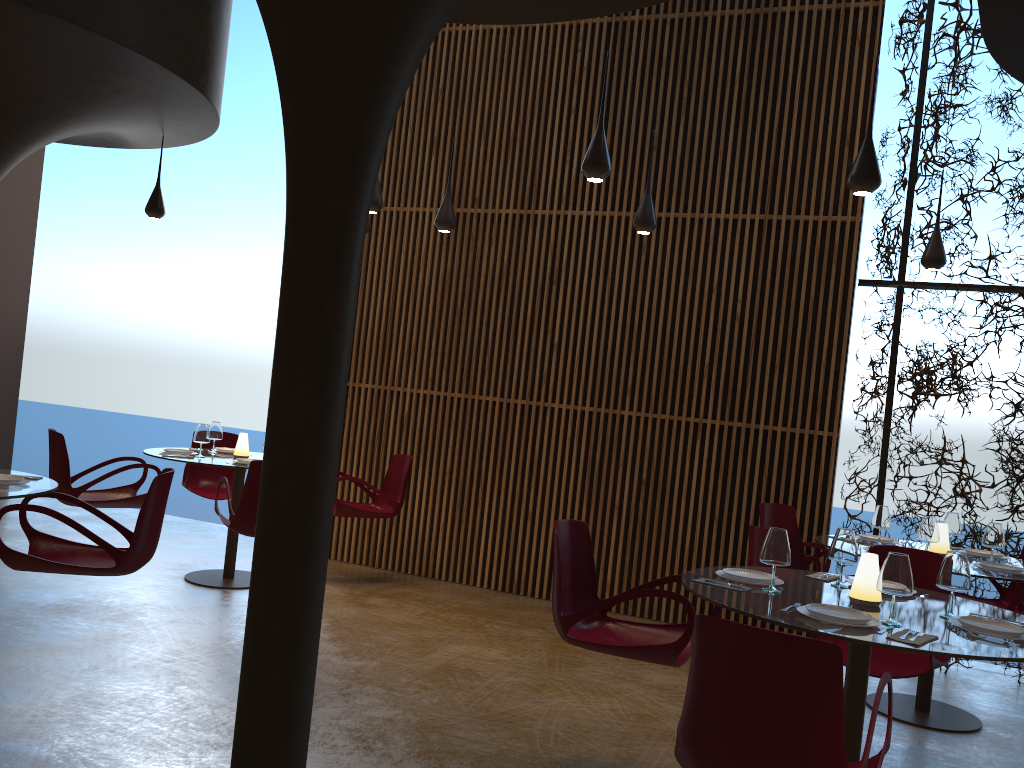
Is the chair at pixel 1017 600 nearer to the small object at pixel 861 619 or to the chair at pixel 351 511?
the small object at pixel 861 619

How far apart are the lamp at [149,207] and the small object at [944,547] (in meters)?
7.41

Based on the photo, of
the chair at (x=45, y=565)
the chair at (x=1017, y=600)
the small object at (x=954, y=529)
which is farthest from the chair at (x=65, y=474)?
the chair at (x=1017, y=600)

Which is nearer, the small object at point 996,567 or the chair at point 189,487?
the small object at point 996,567

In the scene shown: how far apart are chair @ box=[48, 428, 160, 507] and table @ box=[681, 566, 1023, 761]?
5.0 meters

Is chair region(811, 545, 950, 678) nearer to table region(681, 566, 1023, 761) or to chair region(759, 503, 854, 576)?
table region(681, 566, 1023, 761)

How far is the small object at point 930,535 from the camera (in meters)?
5.91

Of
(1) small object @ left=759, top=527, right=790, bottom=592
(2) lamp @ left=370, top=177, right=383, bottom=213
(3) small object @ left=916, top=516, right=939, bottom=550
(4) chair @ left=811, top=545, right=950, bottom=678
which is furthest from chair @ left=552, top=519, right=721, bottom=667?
(2) lamp @ left=370, top=177, right=383, bottom=213

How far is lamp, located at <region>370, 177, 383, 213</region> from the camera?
7.2 meters

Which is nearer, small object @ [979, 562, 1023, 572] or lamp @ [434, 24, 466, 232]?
small object @ [979, 562, 1023, 572]
